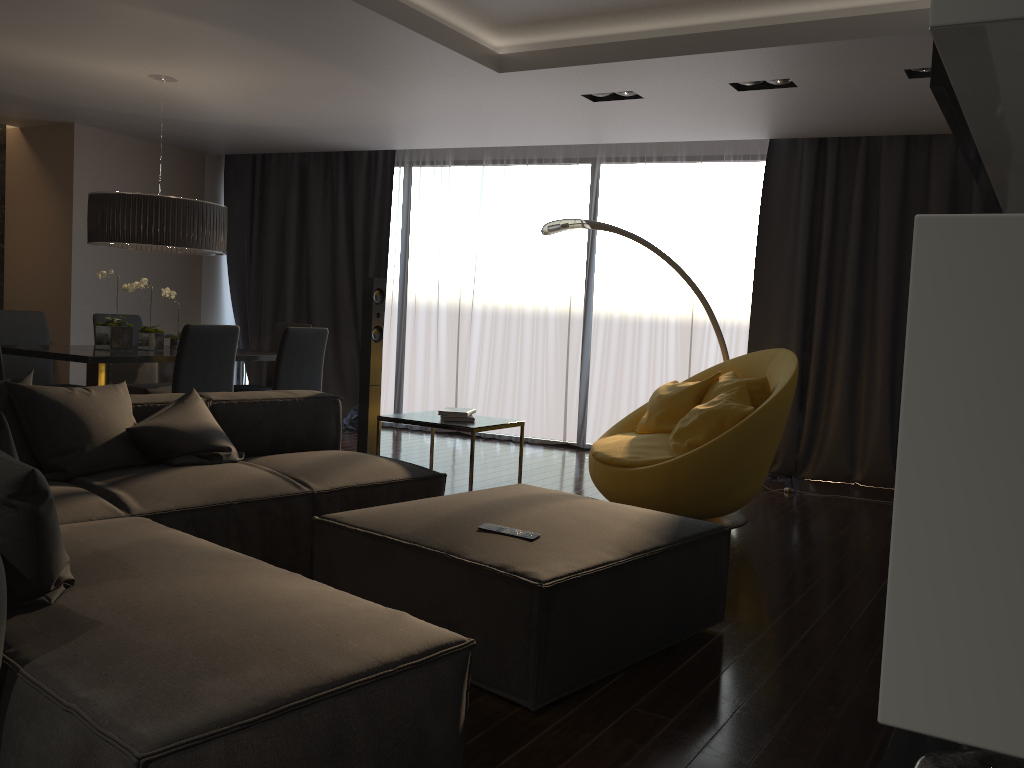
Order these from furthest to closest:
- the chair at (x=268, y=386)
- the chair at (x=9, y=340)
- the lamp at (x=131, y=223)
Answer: the chair at (x=268, y=386) < the chair at (x=9, y=340) < the lamp at (x=131, y=223)

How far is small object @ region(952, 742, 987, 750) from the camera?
1.9 meters

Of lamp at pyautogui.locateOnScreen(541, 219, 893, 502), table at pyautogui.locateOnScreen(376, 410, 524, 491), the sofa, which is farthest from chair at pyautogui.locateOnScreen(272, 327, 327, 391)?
lamp at pyautogui.locateOnScreen(541, 219, 893, 502)

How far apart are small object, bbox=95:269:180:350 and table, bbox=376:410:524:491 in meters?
2.2 m

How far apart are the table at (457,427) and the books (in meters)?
0.05

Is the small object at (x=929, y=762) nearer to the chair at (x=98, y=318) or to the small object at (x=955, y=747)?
the small object at (x=955, y=747)

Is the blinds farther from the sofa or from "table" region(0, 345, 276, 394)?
the sofa

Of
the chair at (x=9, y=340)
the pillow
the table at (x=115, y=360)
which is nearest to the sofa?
the pillow

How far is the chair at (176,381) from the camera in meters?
5.0 m

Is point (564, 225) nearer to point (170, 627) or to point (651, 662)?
point (651, 662)
